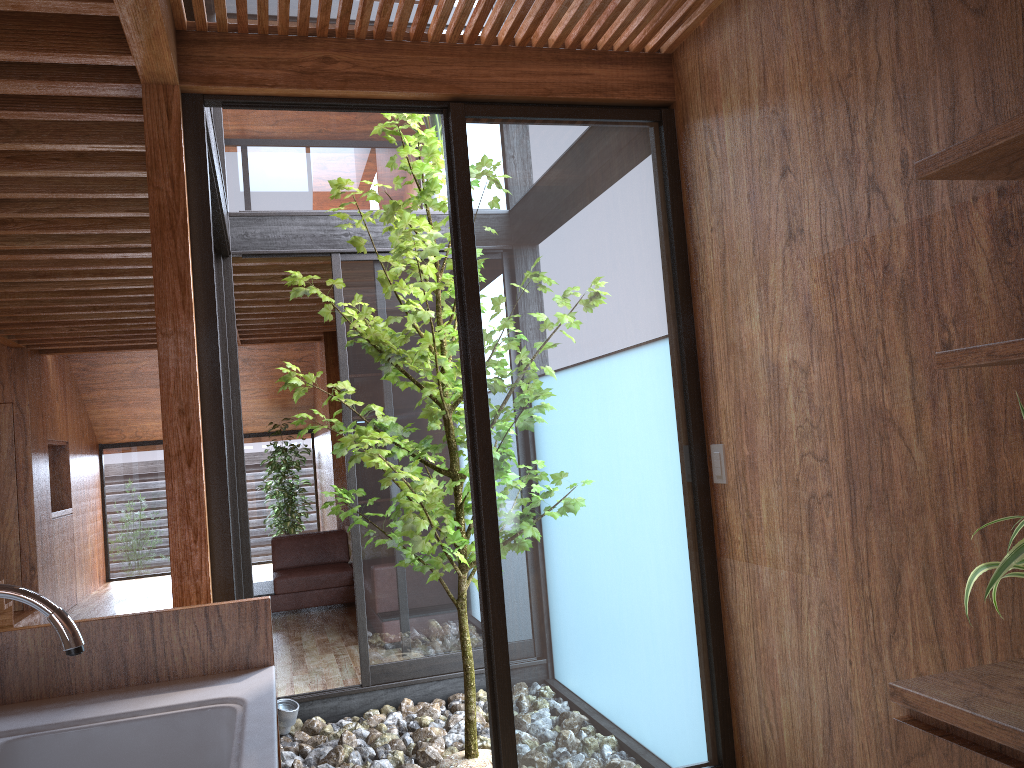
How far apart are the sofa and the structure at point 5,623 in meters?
1.7 m

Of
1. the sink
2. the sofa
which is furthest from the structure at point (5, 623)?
the sink

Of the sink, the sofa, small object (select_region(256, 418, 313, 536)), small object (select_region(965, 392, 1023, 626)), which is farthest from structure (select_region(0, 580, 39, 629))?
small object (select_region(965, 392, 1023, 626))

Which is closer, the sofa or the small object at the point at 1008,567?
the small object at the point at 1008,567

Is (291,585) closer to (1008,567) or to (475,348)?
(475,348)

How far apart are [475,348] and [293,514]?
7.7m

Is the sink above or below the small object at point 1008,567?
below

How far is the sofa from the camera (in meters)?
6.89

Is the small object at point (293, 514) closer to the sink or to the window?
the window

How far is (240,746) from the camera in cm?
128
